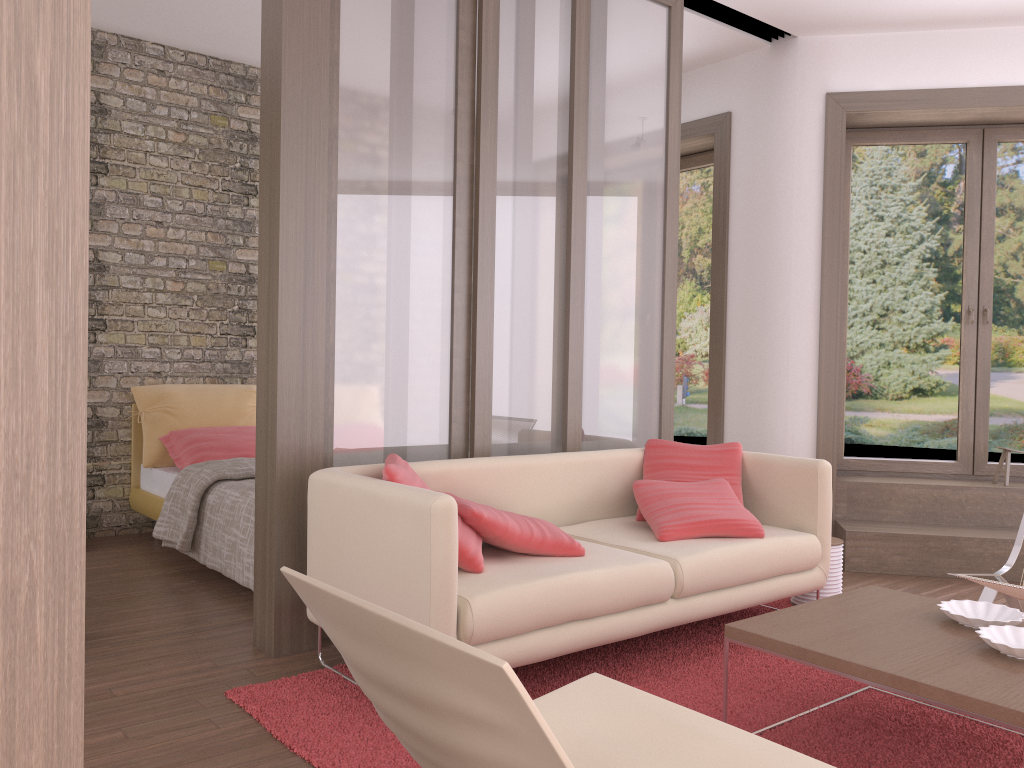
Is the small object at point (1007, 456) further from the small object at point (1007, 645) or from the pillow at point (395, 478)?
the pillow at point (395, 478)

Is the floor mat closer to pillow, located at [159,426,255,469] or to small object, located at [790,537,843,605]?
small object, located at [790,537,843,605]

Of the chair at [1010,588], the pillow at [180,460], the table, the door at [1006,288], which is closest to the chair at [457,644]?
the table

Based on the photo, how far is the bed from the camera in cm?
428

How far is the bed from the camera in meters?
4.3

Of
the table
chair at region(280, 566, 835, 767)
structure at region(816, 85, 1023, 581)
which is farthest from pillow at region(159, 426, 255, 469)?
chair at region(280, 566, 835, 767)

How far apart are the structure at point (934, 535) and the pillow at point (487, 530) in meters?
2.5 m

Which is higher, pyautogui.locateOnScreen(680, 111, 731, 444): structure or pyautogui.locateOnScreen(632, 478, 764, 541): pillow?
pyautogui.locateOnScreen(680, 111, 731, 444): structure

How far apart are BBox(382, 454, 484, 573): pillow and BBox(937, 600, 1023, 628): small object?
1.5m

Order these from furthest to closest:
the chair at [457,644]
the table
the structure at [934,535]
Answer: the structure at [934,535], the table, the chair at [457,644]
